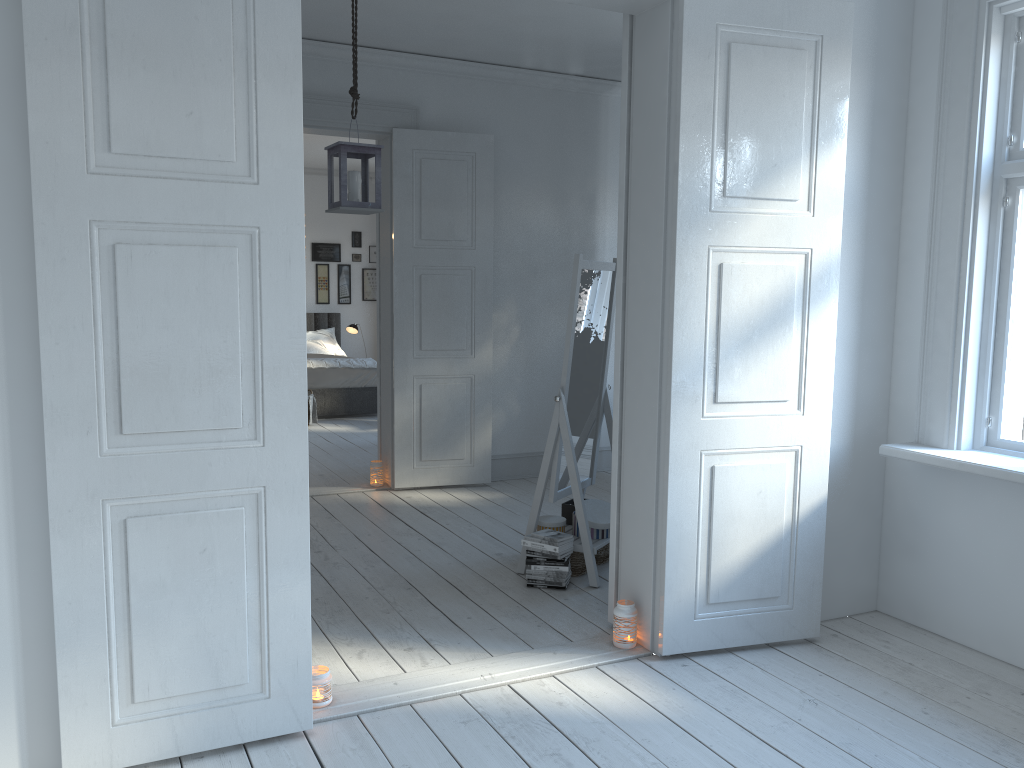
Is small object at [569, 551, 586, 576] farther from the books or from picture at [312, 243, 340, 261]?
picture at [312, 243, 340, 261]

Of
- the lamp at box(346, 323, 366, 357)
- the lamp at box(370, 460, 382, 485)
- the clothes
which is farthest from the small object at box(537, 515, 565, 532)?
the lamp at box(346, 323, 366, 357)

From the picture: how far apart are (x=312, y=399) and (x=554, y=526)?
5.0m

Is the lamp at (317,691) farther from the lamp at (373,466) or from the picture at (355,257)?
the picture at (355,257)

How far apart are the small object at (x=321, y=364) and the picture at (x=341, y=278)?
2.2m

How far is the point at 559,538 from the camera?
3.9 meters

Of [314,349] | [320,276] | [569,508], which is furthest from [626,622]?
[320,276]

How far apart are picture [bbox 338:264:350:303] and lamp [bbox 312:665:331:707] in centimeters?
885cm

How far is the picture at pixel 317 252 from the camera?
11.1 meters

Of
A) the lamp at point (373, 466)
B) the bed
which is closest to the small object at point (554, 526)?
the lamp at point (373, 466)
